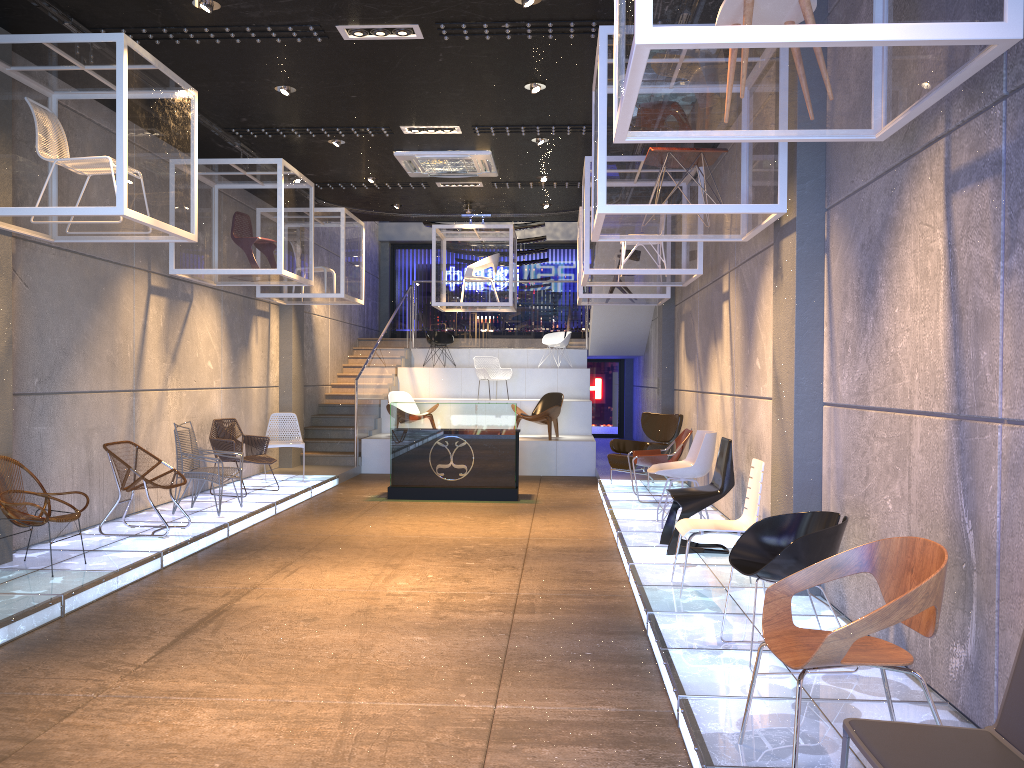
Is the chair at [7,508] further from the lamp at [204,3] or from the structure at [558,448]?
the structure at [558,448]

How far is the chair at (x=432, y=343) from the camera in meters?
17.7 m

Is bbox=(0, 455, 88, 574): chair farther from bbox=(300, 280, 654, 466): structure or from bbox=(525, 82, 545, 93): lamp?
bbox=(300, 280, 654, 466): structure

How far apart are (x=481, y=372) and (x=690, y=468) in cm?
825

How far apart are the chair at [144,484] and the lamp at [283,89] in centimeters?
352cm

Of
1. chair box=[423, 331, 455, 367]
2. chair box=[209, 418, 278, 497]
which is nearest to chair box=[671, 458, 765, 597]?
chair box=[209, 418, 278, 497]

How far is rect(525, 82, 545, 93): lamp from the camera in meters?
7.6 m

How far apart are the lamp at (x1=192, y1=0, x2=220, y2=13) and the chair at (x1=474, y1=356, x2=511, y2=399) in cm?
807

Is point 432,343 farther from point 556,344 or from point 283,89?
point 283,89

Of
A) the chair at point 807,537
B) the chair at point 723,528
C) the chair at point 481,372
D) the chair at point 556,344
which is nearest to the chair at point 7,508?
the chair at point 723,528
